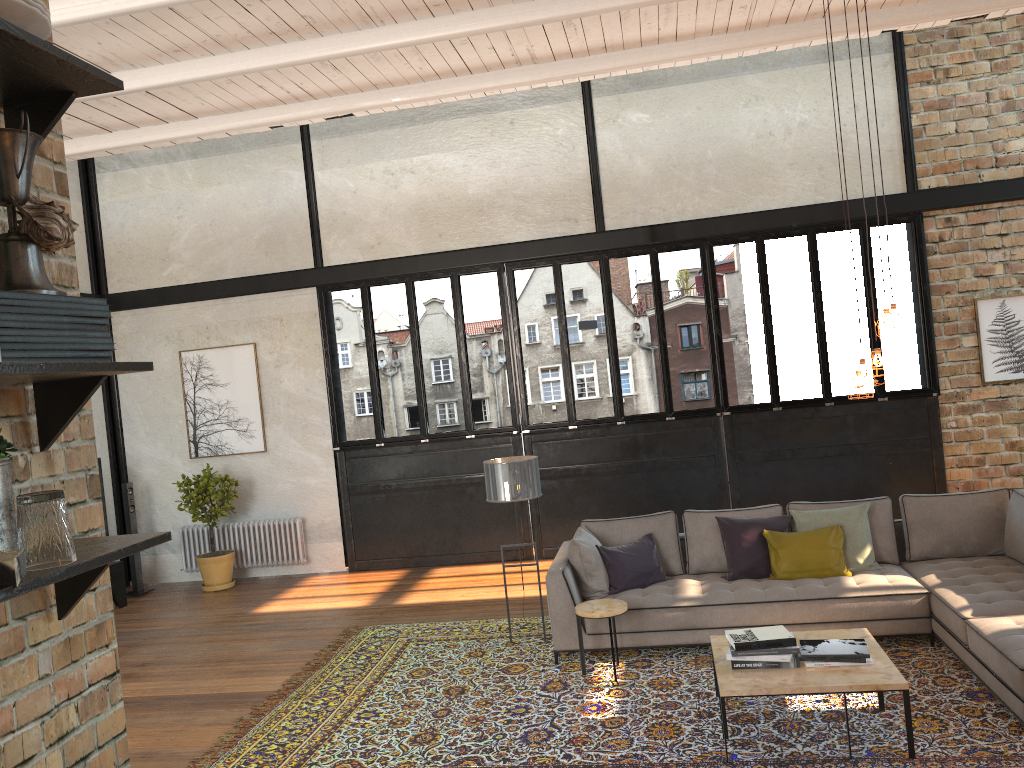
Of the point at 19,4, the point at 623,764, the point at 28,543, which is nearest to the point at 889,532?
the point at 623,764

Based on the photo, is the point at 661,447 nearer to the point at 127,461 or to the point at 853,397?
the point at 853,397

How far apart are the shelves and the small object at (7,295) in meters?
0.1 m

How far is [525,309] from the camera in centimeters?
3562cm

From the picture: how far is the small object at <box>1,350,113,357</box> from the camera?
1.3m

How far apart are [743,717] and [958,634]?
1.46m

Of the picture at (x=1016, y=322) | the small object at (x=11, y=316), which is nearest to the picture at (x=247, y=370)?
the picture at (x=1016, y=322)

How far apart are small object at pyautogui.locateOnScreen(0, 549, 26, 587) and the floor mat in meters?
3.9 m

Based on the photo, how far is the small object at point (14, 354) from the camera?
1.28m

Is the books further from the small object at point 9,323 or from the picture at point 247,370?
the picture at point 247,370
